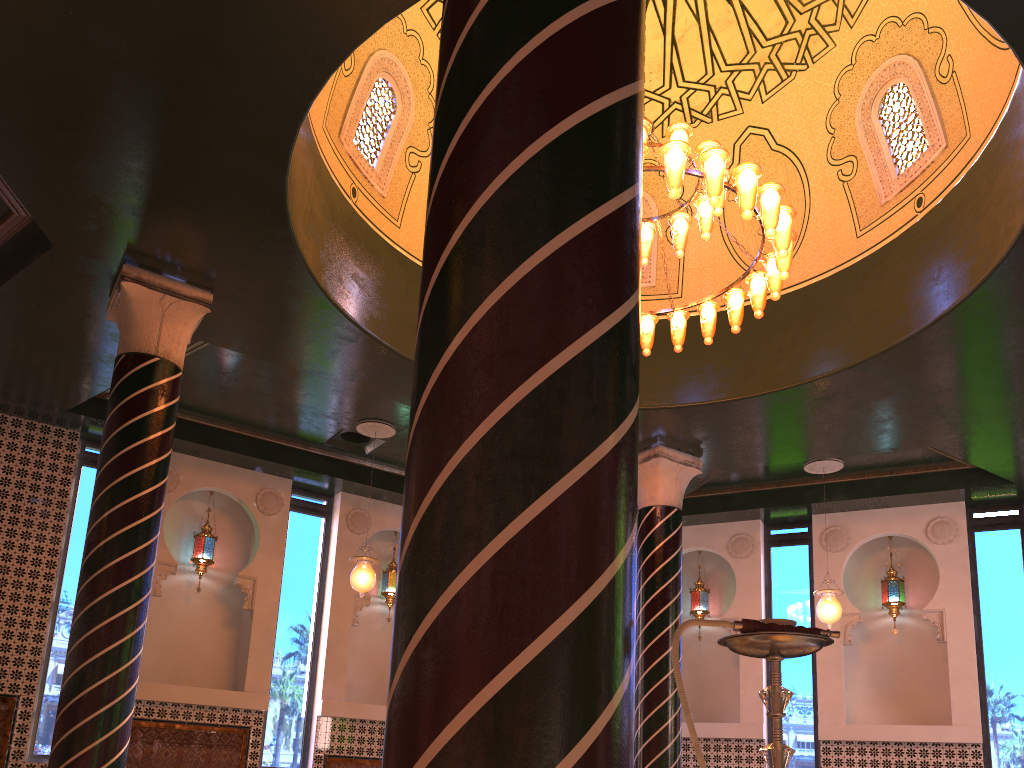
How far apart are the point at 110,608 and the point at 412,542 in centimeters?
598cm

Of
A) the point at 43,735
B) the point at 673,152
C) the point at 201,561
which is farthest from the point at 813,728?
the point at 43,735

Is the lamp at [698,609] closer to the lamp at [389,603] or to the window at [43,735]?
the lamp at [389,603]

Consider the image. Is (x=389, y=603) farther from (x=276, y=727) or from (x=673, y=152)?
(x=673, y=152)

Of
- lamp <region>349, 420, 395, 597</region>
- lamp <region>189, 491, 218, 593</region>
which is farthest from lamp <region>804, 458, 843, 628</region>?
lamp <region>189, 491, 218, 593</region>

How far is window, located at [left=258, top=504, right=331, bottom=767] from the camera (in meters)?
11.76

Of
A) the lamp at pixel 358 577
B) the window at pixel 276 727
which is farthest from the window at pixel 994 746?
the window at pixel 276 727

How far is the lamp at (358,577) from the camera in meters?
10.6

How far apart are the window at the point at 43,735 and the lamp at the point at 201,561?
1.4 meters

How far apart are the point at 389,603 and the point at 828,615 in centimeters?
640cm
